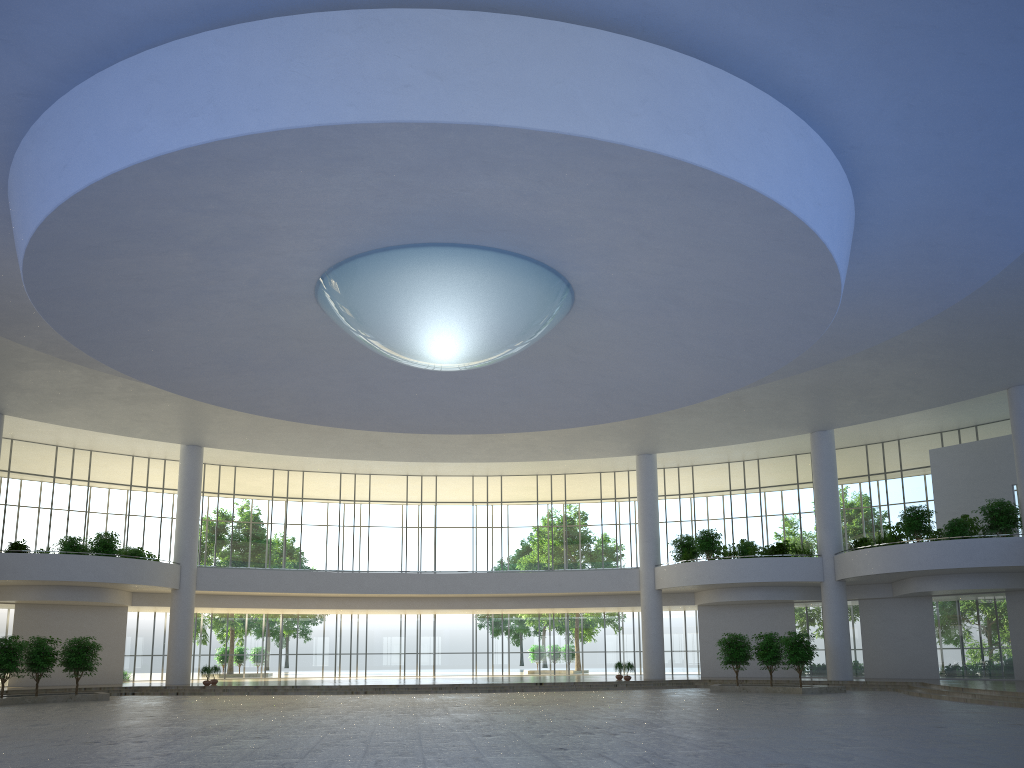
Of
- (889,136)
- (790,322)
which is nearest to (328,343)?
(790,322)
